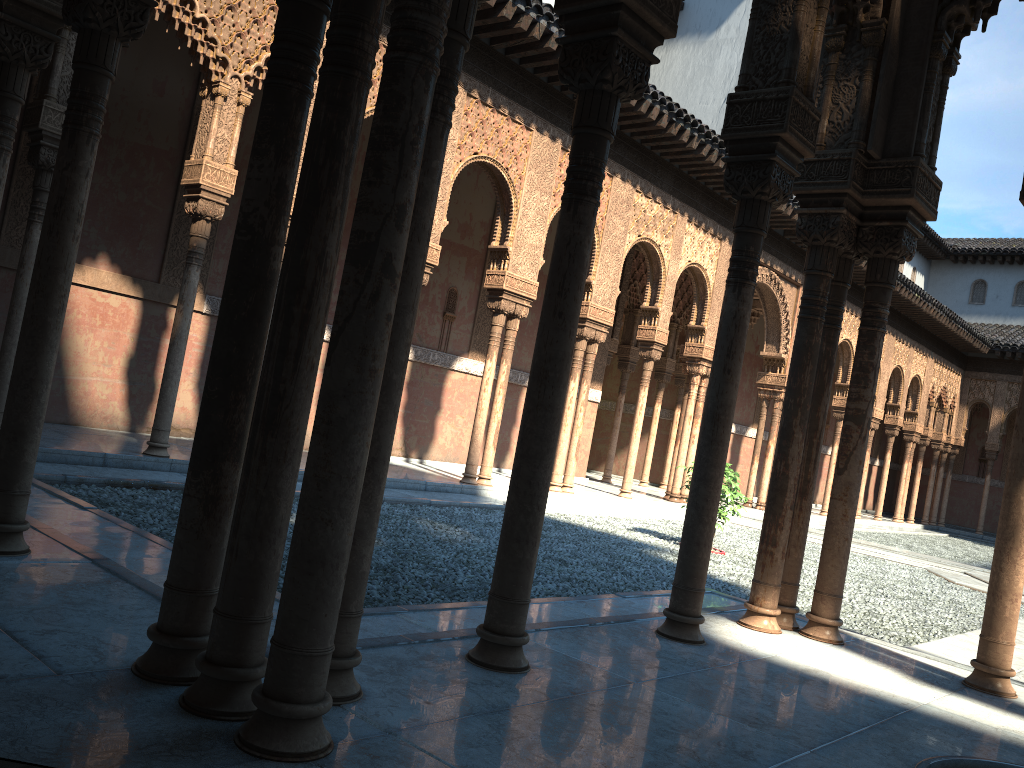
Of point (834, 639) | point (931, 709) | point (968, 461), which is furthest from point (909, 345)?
point (931, 709)
